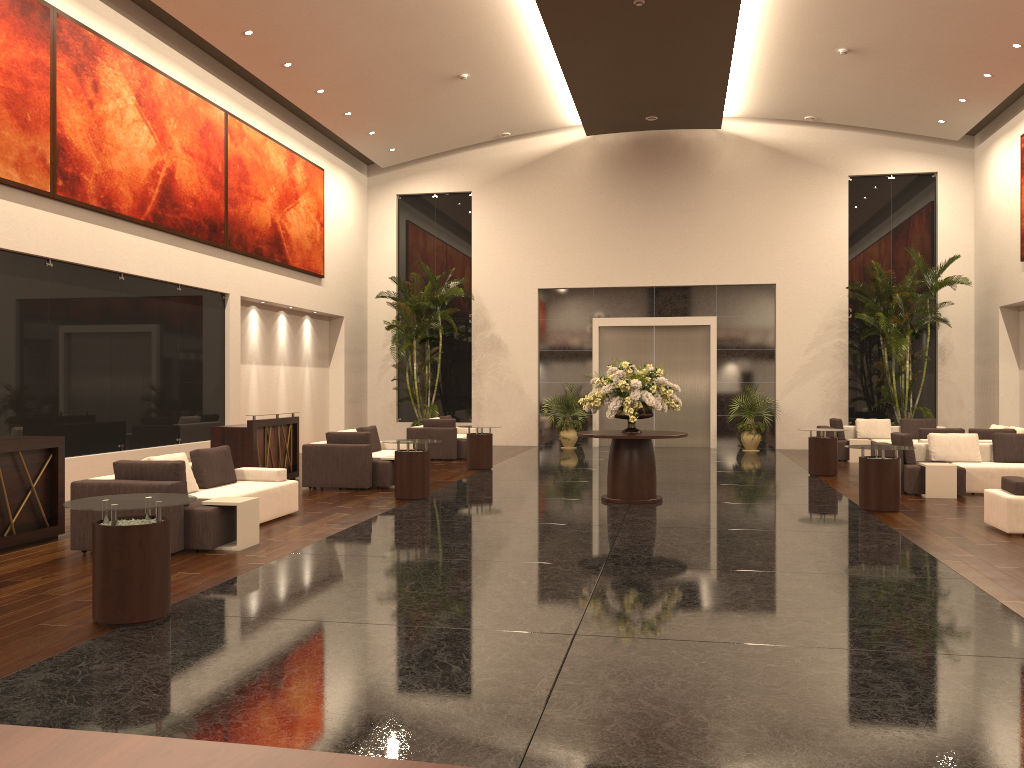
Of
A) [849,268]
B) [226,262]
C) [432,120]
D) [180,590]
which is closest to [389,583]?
[180,590]

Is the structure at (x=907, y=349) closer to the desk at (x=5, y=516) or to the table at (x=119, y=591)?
the desk at (x=5, y=516)

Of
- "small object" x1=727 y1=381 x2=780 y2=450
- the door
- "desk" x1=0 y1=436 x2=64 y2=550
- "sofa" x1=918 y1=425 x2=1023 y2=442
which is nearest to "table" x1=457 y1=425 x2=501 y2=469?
the door

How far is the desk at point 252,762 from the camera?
1.0m

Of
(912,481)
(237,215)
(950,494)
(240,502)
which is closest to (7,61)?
(237,215)

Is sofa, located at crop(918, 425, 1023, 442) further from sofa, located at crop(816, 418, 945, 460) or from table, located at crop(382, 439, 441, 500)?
table, located at crop(382, 439, 441, 500)

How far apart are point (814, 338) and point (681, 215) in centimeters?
442cm

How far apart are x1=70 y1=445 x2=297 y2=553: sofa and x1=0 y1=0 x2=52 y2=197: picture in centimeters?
430cm

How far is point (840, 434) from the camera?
18.5 meters

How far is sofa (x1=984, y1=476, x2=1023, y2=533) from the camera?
9.2 meters
